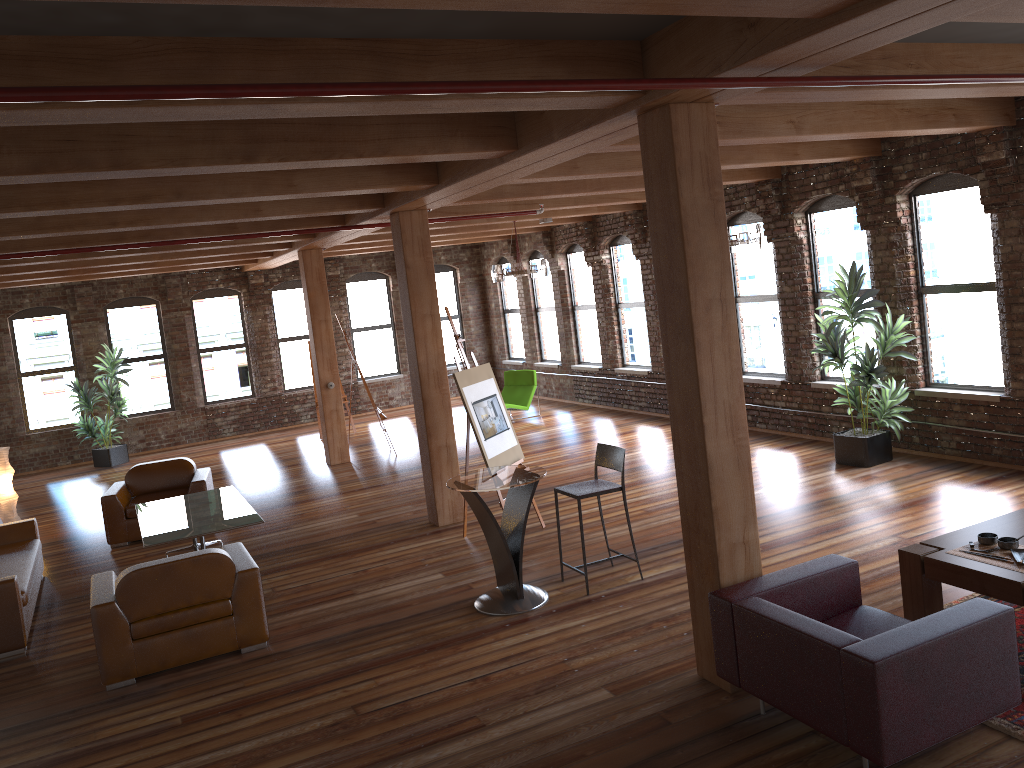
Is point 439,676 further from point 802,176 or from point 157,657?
point 802,176

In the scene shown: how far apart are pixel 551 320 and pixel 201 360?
6.6m

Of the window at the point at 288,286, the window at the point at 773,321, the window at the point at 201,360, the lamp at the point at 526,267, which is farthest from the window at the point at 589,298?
the window at the point at 201,360

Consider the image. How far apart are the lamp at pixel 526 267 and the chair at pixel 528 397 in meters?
2.8 m

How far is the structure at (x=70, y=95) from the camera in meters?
2.7 m

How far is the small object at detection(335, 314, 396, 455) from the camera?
12.80m

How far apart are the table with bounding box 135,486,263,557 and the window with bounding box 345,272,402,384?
9.01m

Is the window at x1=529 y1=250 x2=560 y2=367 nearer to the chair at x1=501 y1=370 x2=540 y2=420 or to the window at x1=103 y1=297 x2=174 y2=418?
the chair at x1=501 y1=370 x2=540 y2=420

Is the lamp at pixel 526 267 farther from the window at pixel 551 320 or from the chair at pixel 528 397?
the window at pixel 551 320

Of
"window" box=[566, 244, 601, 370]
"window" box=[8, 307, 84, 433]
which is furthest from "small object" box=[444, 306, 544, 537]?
"window" box=[8, 307, 84, 433]
